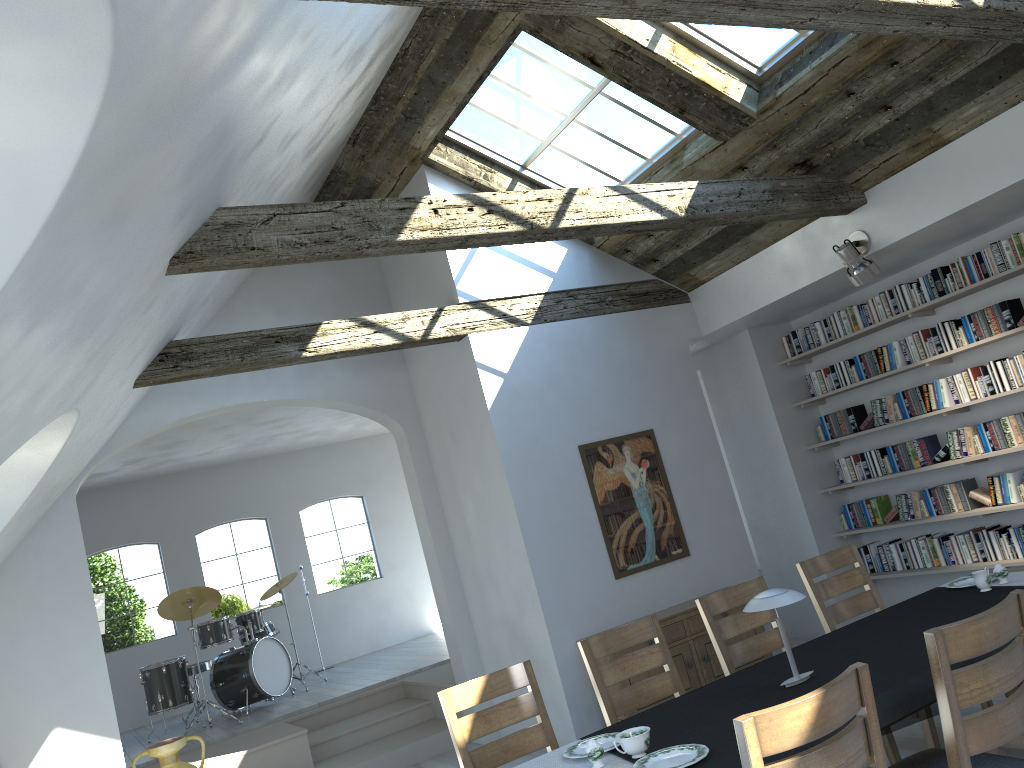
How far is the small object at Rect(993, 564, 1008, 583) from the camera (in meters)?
4.22

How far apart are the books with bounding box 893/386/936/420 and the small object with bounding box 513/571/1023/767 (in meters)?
2.81

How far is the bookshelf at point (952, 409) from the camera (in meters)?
6.61

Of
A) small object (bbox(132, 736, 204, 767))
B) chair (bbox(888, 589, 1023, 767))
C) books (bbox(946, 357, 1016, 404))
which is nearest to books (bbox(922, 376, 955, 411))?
books (bbox(946, 357, 1016, 404))

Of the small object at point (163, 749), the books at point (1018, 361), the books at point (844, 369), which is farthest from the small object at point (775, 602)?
the small object at point (163, 749)

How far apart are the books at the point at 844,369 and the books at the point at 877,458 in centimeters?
63cm

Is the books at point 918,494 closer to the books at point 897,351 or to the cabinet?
the books at point 897,351

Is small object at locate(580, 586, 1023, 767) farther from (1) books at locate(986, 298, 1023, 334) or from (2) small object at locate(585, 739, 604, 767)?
(1) books at locate(986, 298, 1023, 334)

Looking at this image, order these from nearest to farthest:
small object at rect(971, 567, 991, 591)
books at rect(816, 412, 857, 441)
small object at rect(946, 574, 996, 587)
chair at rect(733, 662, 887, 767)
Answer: chair at rect(733, 662, 887, 767) < small object at rect(971, 567, 991, 591) < small object at rect(946, 574, 996, 587) < books at rect(816, 412, 857, 441)

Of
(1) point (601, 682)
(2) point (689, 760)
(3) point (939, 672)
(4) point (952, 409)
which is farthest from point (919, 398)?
(2) point (689, 760)
